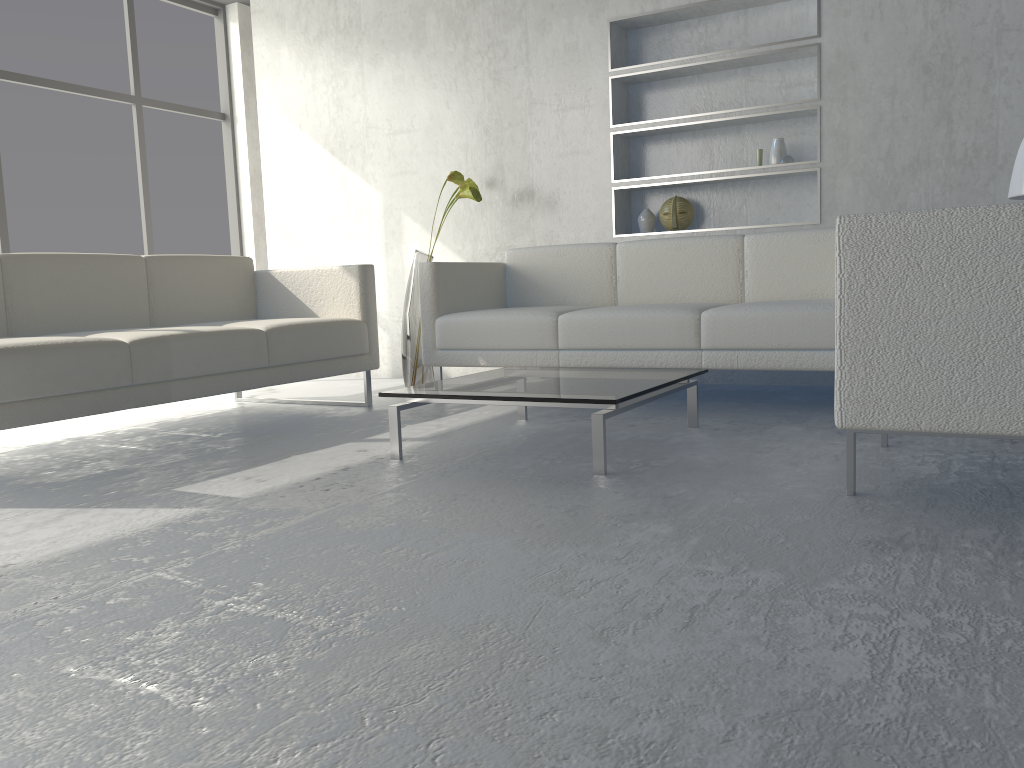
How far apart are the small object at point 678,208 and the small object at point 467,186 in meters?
0.9

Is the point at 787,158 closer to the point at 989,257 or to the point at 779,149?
the point at 779,149

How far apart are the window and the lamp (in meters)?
4.87

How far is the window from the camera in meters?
5.0

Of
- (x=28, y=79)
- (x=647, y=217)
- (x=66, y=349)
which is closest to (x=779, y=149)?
(x=647, y=217)

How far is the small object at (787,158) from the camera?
3.8m

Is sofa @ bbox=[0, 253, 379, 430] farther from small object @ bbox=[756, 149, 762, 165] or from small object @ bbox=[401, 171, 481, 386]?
small object @ bbox=[756, 149, 762, 165]

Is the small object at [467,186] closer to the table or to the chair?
the table

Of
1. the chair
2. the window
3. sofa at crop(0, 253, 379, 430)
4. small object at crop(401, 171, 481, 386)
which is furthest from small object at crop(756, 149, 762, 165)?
the window

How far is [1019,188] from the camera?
2.98m
